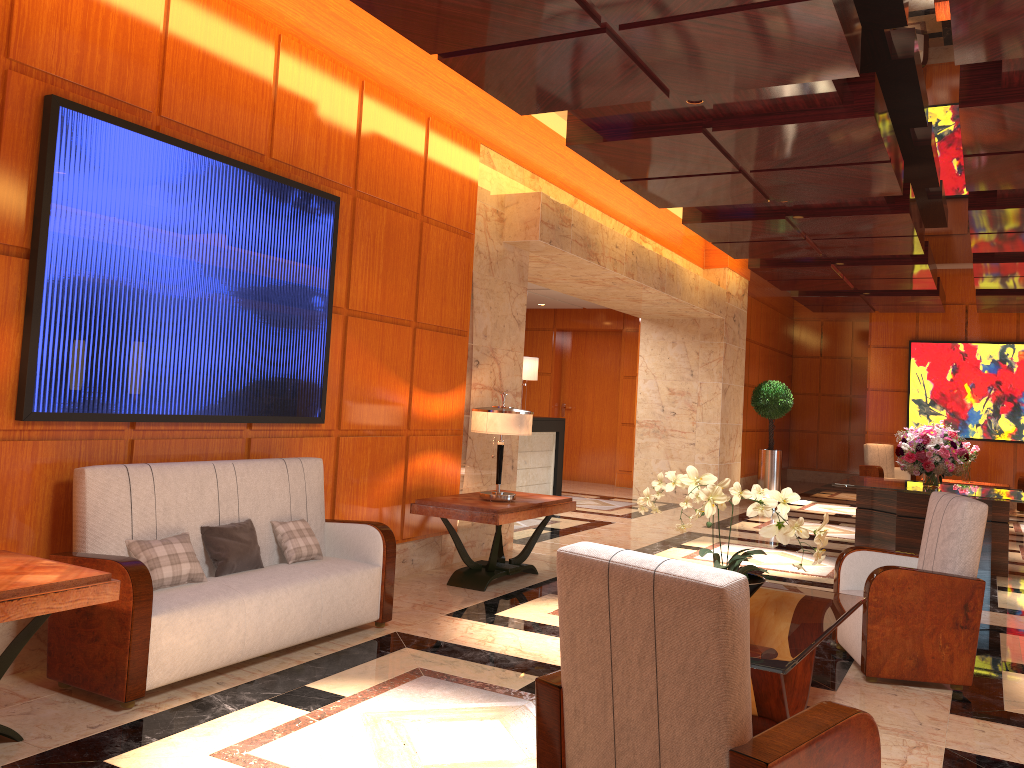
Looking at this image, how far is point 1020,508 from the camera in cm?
1444

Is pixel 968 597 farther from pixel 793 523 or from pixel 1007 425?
pixel 1007 425

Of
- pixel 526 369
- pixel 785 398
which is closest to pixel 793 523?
pixel 526 369

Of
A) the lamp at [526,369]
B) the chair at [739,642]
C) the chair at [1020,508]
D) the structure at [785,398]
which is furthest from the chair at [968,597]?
the chair at [1020,508]

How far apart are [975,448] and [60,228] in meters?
12.8

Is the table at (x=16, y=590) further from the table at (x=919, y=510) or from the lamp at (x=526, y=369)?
the lamp at (x=526, y=369)

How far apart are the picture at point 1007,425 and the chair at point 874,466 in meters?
0.7 m

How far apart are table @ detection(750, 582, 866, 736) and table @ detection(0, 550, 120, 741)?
2.36m

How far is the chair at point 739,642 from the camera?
2.1 meters

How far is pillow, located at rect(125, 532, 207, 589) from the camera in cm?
403
